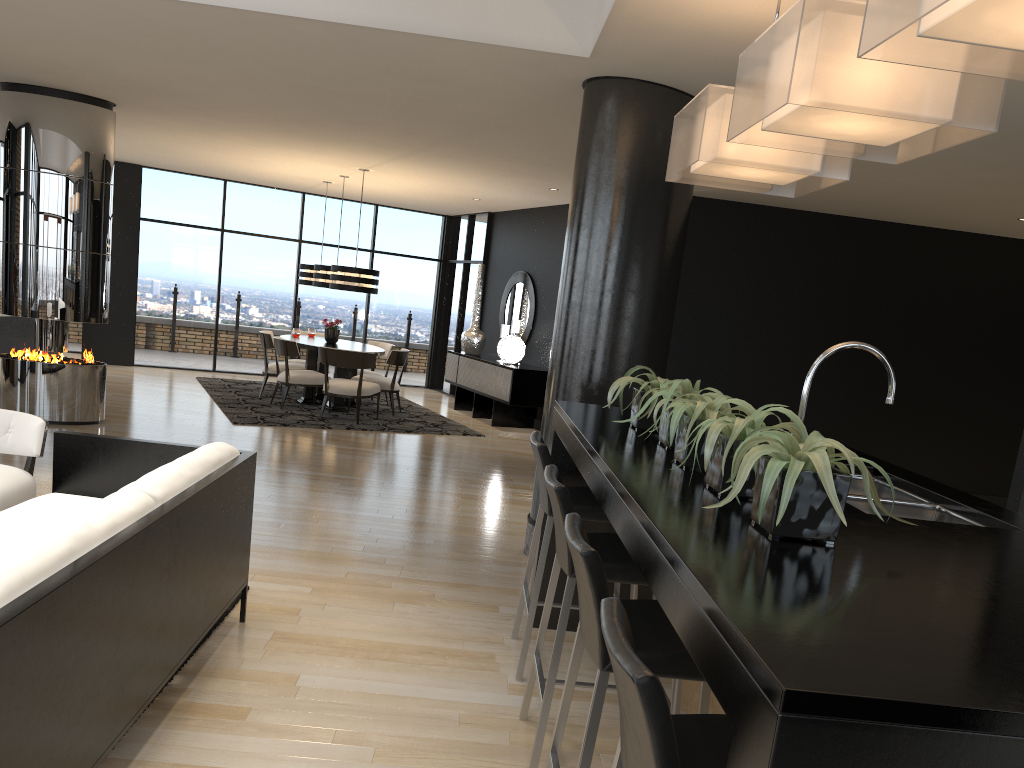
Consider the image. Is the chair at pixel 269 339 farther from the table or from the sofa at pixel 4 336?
the sofa at pixel 4 336

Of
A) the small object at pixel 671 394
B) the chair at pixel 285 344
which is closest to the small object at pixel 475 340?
the chair at pixel 285 344

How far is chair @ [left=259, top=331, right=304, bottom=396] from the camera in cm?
1065

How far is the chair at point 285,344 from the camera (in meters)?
9.90

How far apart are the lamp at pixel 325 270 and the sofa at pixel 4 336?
3.14m

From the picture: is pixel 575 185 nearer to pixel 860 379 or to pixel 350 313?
pixel 860 379

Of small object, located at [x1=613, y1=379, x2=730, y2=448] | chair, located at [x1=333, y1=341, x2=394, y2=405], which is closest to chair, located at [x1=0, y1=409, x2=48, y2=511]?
small object, located at [x1=613, y1=379, x2=730, y2=448]

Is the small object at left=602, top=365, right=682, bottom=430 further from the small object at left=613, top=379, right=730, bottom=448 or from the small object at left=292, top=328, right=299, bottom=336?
the small object at left=292, top=328, right=299, bottom=336

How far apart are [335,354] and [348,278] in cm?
90

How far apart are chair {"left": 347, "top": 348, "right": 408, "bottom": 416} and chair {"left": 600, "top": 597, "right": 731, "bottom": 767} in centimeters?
892cm
